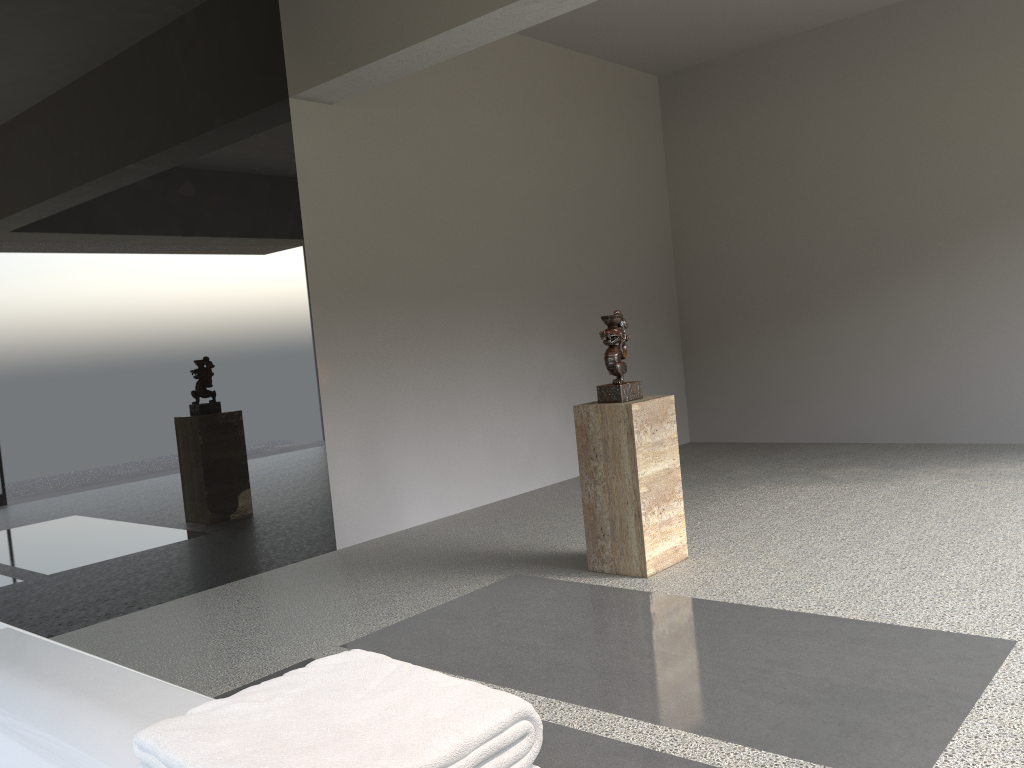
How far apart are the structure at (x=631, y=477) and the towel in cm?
249

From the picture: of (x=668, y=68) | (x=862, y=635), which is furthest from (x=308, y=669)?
(x=668, y=68)

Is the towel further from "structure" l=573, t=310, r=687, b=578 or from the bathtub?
"structure" l=573, t=310, r=687, b=578

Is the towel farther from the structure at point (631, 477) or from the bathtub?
the structure at point (631, 477)

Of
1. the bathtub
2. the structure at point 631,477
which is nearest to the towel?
the bathtub

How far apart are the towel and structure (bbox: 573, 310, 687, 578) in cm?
249

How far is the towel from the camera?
0.8 meters

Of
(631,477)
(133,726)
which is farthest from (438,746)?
(631,477)

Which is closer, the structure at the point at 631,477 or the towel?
the towel

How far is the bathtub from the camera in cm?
127
